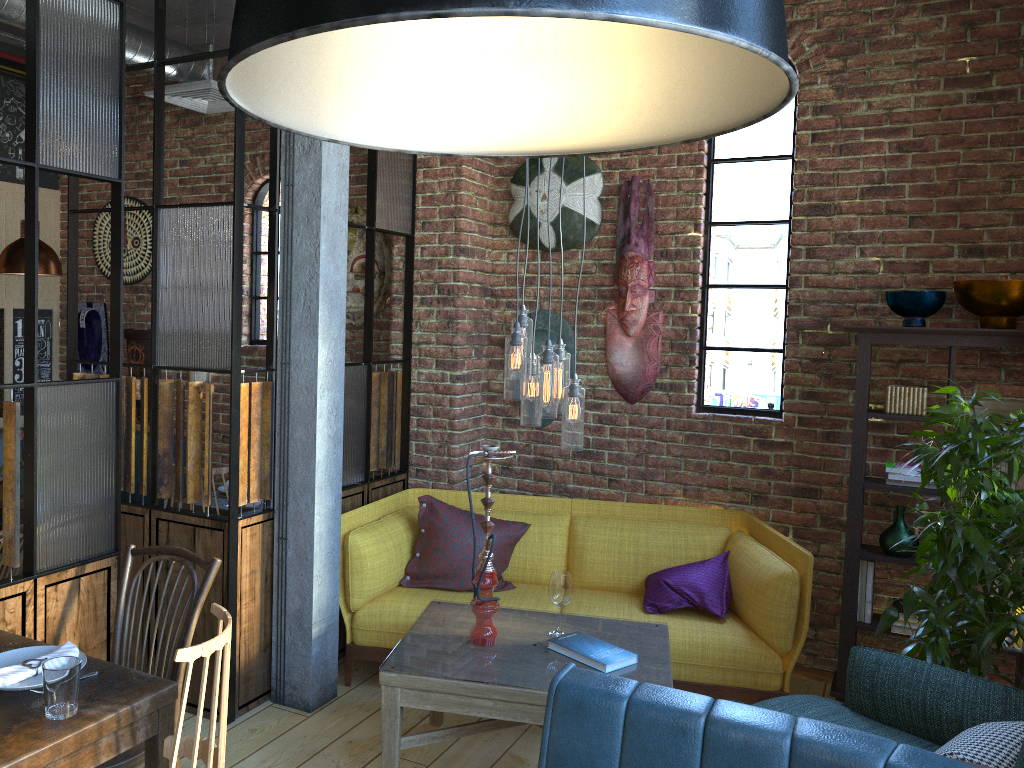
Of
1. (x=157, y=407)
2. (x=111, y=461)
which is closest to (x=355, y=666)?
(x=157, y=407)

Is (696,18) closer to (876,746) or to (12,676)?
(876,746)

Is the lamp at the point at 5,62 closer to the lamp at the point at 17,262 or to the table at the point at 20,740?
the lamp at the point at 17,262

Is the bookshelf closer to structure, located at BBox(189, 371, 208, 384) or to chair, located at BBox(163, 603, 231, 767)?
chair, located at BBox(163, 603, 231, 767)

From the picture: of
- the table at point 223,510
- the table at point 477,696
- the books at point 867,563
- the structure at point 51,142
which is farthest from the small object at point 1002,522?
the table at point 223,510

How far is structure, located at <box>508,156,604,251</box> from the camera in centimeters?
451cm

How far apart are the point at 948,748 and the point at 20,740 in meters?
2.2

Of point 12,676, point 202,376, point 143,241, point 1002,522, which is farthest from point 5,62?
point 1002,522

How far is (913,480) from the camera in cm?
379

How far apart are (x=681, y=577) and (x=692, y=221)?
1.75m
